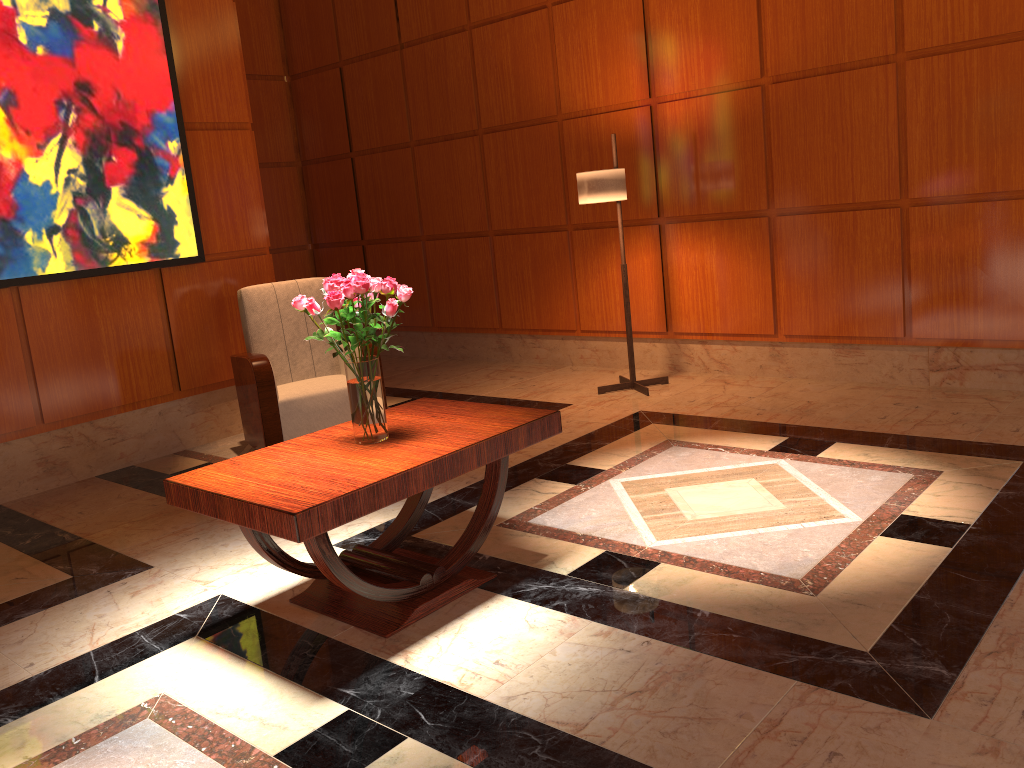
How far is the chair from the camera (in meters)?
4.89

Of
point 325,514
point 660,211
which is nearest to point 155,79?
point 660,211

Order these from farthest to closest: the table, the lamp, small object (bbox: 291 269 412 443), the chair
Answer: the lamp < the chair < small object (bbox: 291 269 412 443) < the table

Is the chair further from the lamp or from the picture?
the lamp

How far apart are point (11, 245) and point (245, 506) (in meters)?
2.93

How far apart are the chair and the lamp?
1.7m

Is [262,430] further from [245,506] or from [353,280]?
[245,506]

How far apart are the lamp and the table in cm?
226

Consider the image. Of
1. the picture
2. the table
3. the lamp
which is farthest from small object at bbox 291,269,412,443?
the lamp

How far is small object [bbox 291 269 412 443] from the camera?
2.9 meters
